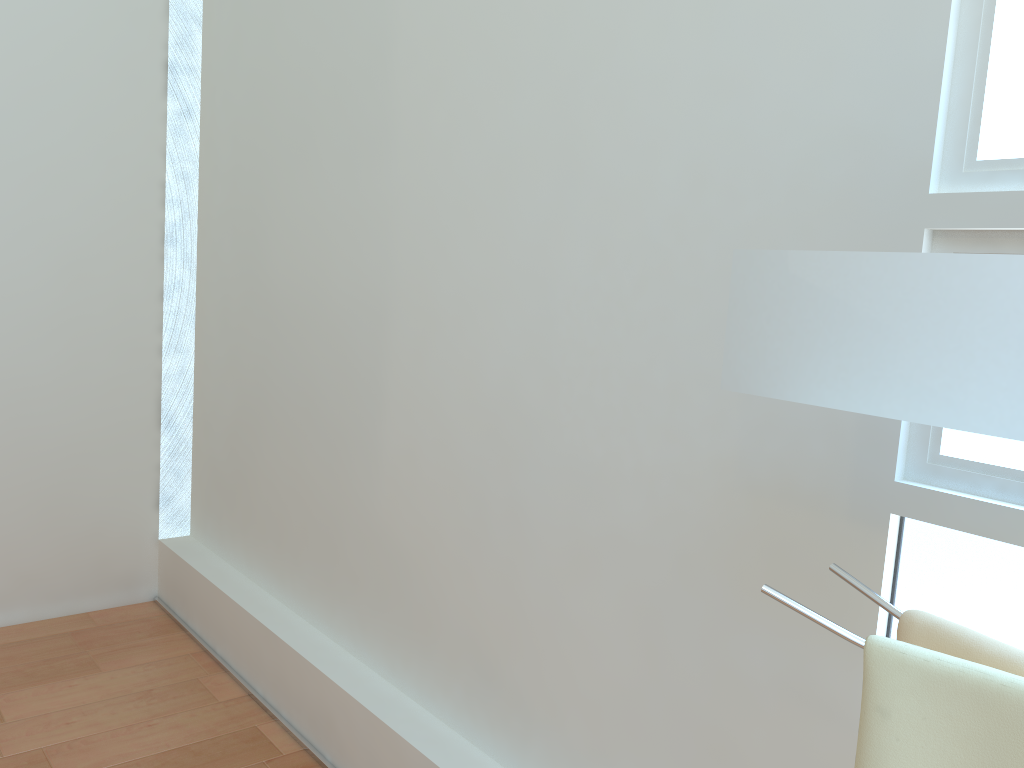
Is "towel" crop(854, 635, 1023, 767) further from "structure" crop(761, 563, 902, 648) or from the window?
the window

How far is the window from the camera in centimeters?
115cm

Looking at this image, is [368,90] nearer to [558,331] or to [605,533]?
[558,331]

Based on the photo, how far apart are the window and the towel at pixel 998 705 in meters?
0.4

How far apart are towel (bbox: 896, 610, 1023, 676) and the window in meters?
0.3

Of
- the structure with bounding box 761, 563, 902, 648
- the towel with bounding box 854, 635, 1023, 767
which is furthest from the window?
the towel with bounding box 854, 635, 1023, 767

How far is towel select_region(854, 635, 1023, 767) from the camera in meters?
0.8 m

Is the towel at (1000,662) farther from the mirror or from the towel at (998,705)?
the mirror

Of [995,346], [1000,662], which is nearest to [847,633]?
[1000,662]

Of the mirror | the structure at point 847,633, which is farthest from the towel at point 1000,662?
the mirror
